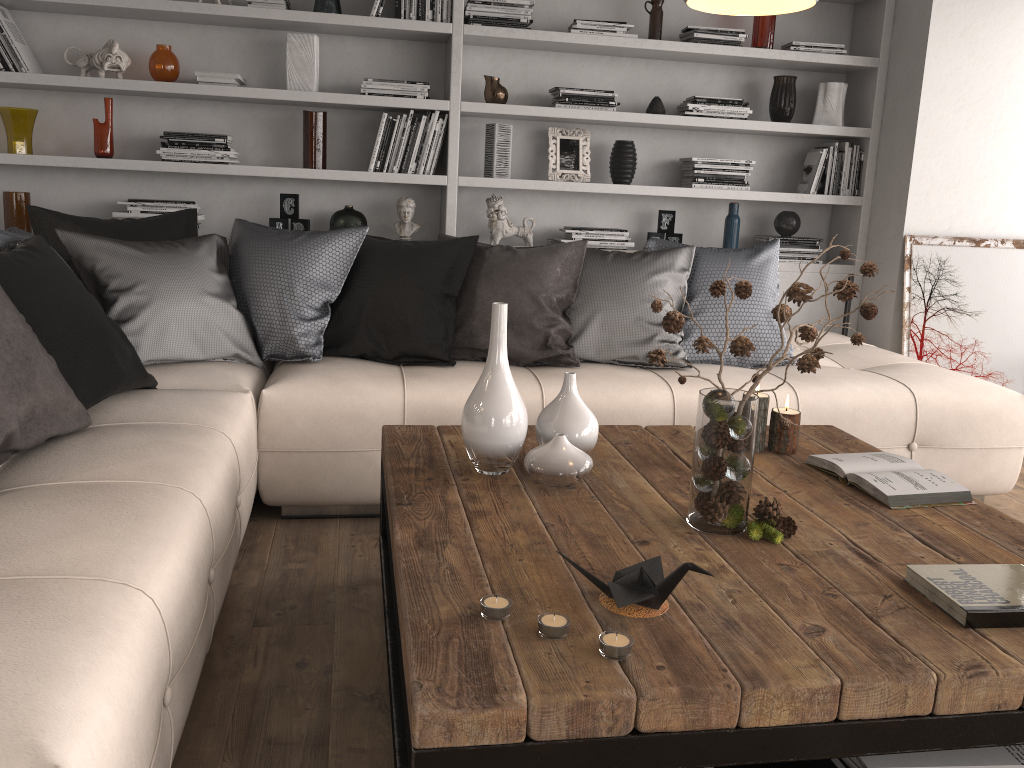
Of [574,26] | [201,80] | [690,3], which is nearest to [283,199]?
[201,80]

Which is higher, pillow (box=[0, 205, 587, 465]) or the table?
pillow (box=[0, 205, 587, 465])

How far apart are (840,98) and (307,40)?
2.6m

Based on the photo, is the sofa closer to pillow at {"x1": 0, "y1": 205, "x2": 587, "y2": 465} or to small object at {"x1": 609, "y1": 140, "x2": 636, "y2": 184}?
pillow at {"x1": 0, "y1": 205, "x2": 587, "y2": 465}

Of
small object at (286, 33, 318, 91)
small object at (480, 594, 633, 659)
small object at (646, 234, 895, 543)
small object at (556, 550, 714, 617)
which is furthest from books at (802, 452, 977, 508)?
small object at (286, 33, 318, 91)

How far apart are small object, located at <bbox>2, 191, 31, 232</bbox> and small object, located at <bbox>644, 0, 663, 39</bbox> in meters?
3.0 m

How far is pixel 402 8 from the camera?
3.95m

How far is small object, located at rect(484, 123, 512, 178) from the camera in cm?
419

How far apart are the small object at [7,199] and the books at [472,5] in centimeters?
212cm

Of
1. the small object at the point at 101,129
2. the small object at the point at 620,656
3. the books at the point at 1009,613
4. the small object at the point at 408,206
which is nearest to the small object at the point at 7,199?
the small object at the point at 101,129
